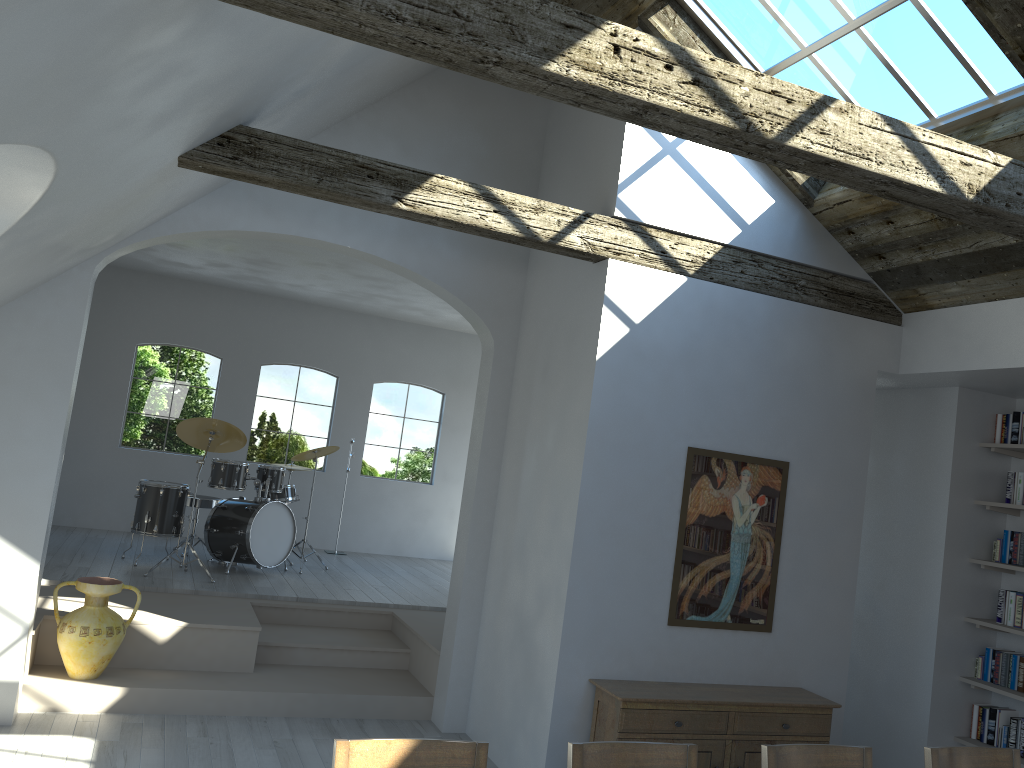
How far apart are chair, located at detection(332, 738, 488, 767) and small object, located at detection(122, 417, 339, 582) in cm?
558

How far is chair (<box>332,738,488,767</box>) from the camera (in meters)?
2.52

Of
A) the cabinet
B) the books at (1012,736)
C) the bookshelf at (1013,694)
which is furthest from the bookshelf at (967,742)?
the cabinet

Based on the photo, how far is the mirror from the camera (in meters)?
5.23

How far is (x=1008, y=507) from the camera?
5.82m

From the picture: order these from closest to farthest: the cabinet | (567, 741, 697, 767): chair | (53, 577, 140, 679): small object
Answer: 1. (567, 741, 697, 767): chair
2. the cabinet
3. (53, 577, 140, 679): small object

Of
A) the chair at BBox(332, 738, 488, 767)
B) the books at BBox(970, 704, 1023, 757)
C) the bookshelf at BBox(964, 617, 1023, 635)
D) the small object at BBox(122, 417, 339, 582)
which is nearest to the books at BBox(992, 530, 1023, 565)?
the bookshelf at BBox(964, 617, 1023, 635)

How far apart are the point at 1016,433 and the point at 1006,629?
1.3m

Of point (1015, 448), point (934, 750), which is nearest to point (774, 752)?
point (934, 750)

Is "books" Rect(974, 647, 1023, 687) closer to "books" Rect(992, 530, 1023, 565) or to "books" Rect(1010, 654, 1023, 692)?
"books" Rect(1010, 654, 1023, 692)
